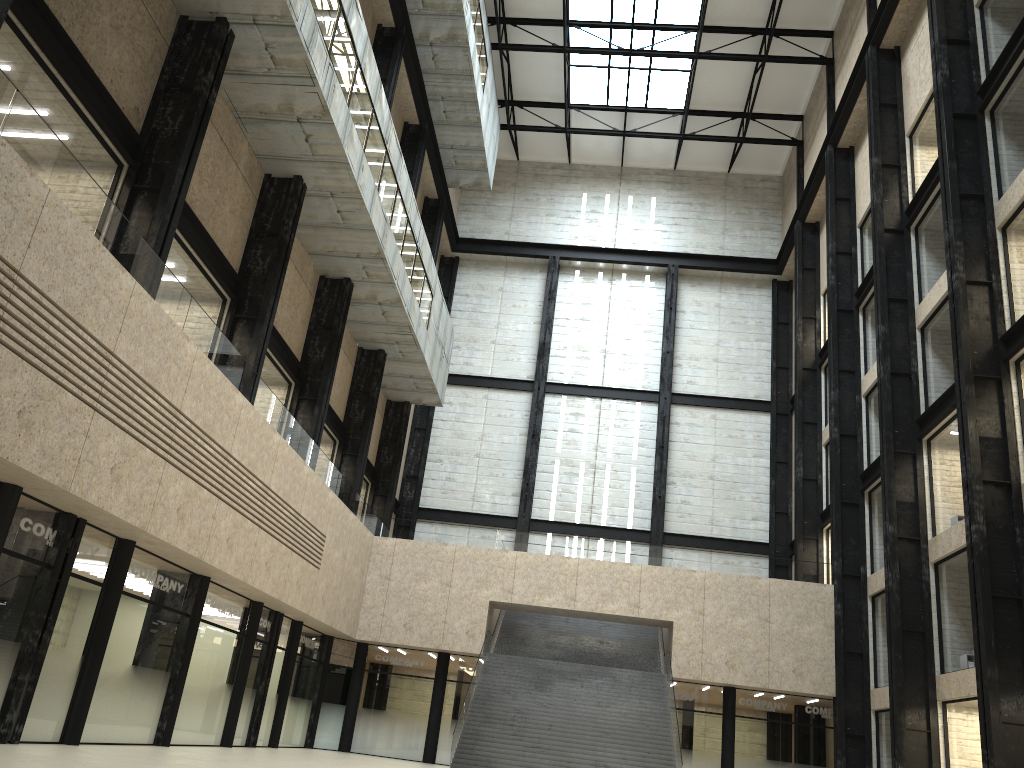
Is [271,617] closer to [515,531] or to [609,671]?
[515,531]
